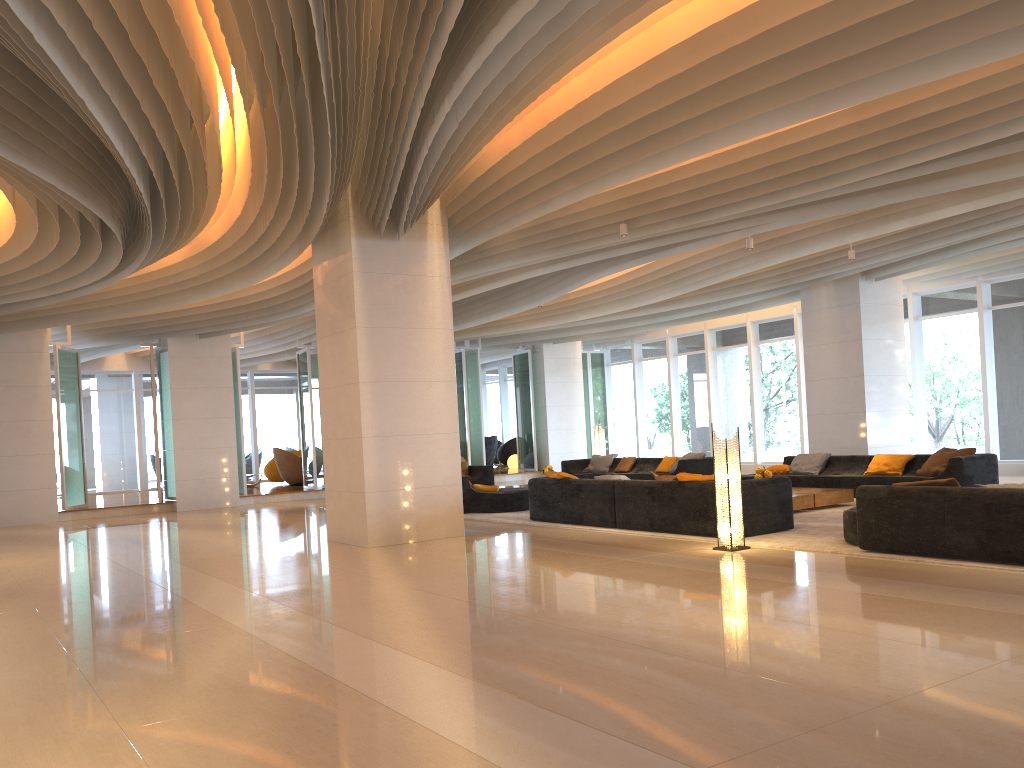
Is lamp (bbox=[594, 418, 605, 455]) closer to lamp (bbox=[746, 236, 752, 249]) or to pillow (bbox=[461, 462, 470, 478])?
pillow (bbox=[461, 462, 470, 478])

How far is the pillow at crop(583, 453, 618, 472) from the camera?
18.24m

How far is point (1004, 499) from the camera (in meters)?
6.60

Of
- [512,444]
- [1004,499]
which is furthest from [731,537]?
[512,444]

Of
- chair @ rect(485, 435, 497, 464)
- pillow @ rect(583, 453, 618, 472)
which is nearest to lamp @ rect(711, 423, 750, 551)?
pillow @ rect(583, 453, 618, 472)

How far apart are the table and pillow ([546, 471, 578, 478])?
2.9 meters

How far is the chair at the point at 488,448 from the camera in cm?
2600

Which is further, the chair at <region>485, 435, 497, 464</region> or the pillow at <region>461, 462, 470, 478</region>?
the chair at <region>485, 435, 497, 464</region>

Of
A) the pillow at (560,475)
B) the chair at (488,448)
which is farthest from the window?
the pillow at (560,475)

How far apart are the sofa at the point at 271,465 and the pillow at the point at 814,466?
14.73m
